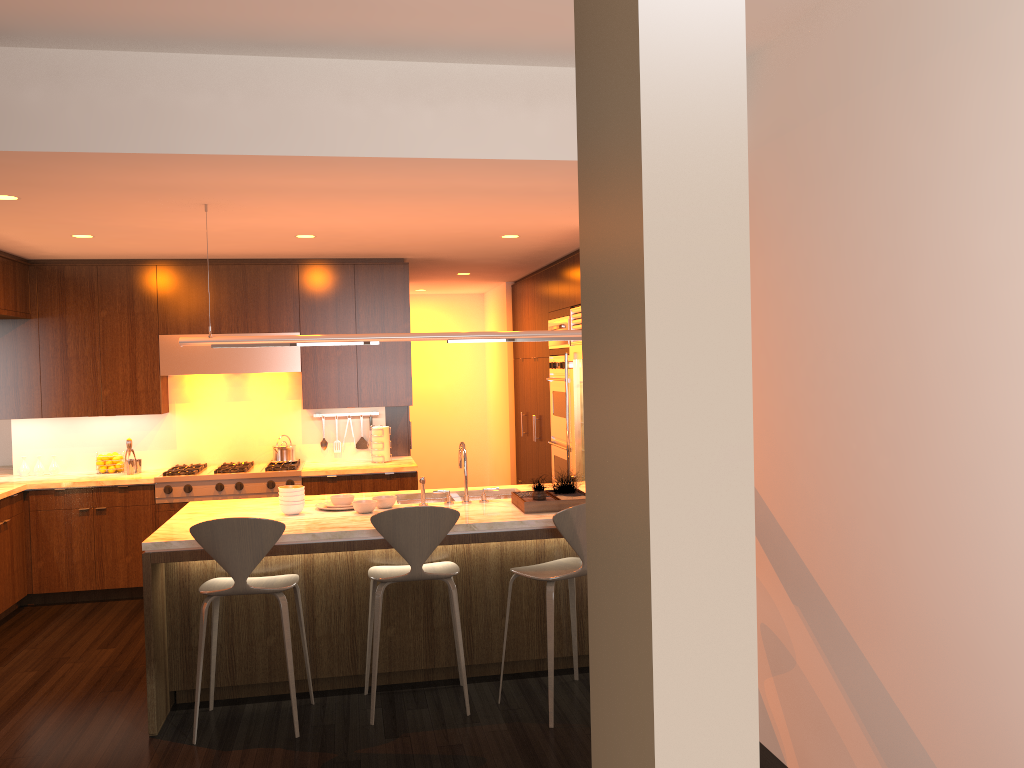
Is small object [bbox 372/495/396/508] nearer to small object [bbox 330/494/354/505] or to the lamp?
small object [bbox 330/494/354/505]

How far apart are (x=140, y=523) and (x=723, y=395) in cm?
684

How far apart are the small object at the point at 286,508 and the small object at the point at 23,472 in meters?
3.4 m

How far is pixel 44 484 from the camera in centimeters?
647cm

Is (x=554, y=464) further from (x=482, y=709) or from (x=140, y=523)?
(x=482, y=709)

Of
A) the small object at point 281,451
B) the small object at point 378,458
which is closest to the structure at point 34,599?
the small object at point 281,451

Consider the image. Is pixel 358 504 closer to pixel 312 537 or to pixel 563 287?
pixel 312 537

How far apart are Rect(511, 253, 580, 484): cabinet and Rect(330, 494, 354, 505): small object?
2.7 meters

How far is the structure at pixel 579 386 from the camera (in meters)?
6.97

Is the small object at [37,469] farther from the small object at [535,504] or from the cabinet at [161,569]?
the small object at [535,504]
